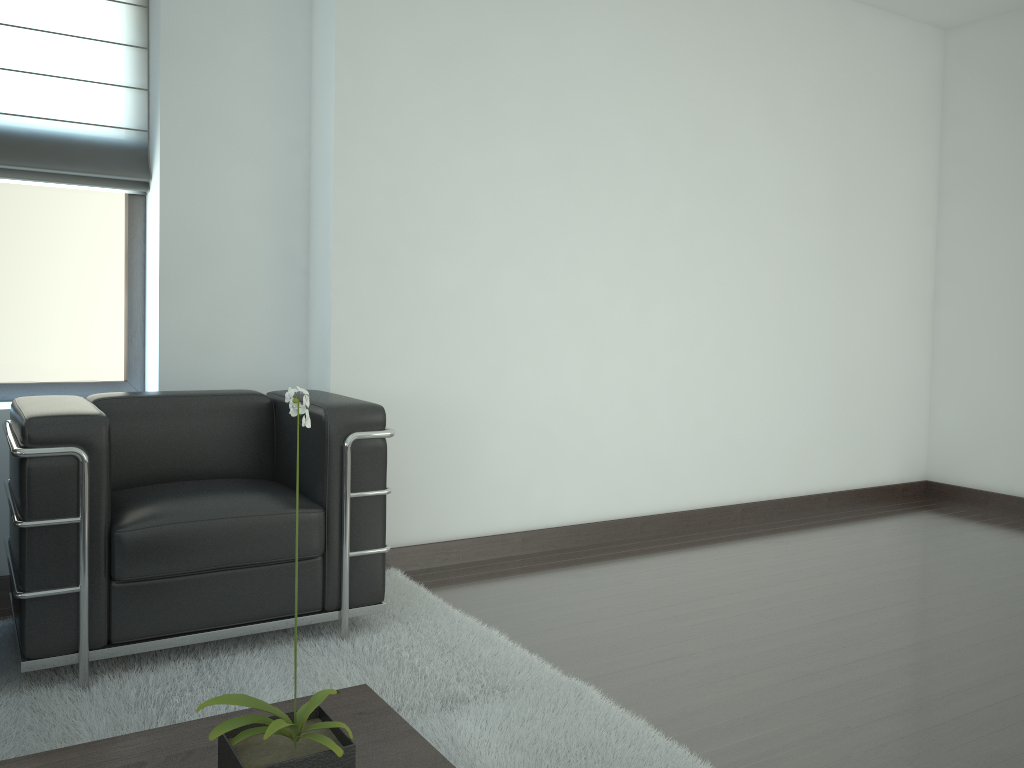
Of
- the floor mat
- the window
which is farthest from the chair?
the window

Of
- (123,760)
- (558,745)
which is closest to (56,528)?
(123,760)

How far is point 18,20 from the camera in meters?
5.0

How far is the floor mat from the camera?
3.3m

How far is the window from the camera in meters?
5.2

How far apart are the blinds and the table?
3.73m

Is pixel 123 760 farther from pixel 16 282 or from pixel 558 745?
pixel 16 282

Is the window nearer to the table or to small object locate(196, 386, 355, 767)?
the table

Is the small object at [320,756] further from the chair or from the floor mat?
the chair

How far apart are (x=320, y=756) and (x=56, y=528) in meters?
2.2
